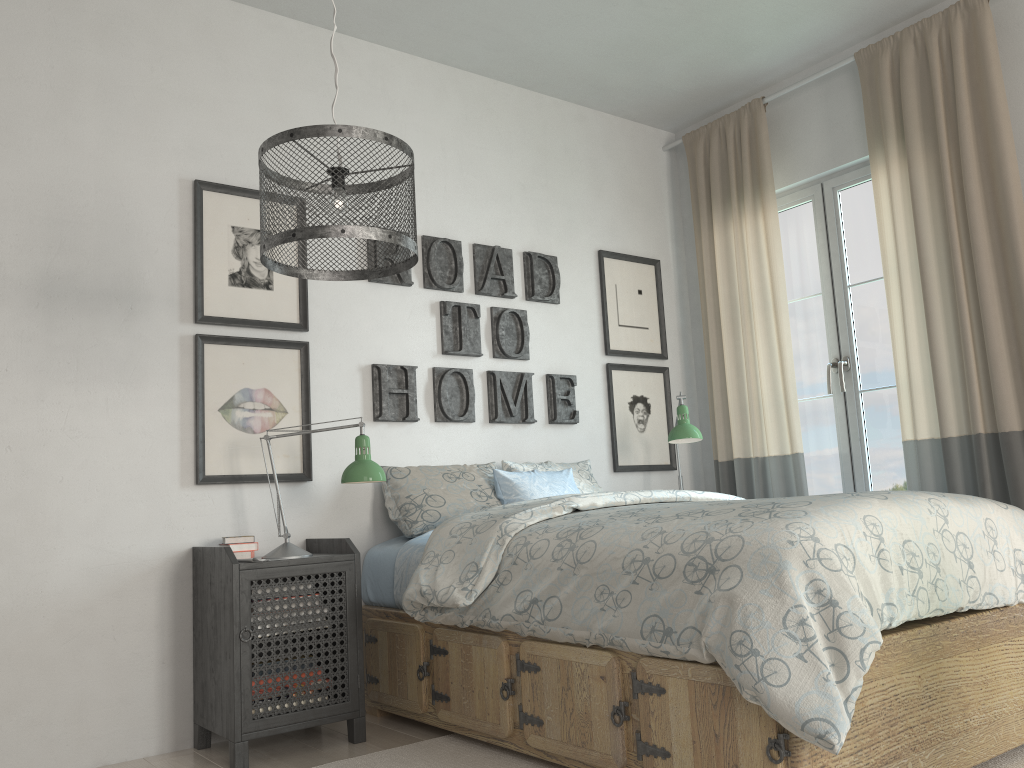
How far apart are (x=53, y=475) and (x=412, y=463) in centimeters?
128cm

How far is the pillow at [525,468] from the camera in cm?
369

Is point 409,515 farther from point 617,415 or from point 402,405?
point 617,415

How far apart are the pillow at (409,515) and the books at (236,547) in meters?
0.5

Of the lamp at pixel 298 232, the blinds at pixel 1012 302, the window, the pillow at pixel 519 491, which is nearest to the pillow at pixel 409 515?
the pillow at pixel 519 491

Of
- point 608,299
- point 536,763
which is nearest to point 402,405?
point 608,299

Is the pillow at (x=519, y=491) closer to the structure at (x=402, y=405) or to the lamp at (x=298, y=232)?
the structure at (x=402, y=405)

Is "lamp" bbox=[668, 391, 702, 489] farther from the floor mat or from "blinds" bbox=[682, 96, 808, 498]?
the floor mat

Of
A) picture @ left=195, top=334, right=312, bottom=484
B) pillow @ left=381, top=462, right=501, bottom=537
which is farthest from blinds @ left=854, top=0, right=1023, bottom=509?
picture @ left=195, top=334, right=312, bottom=484

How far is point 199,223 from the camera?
3.1 meters
